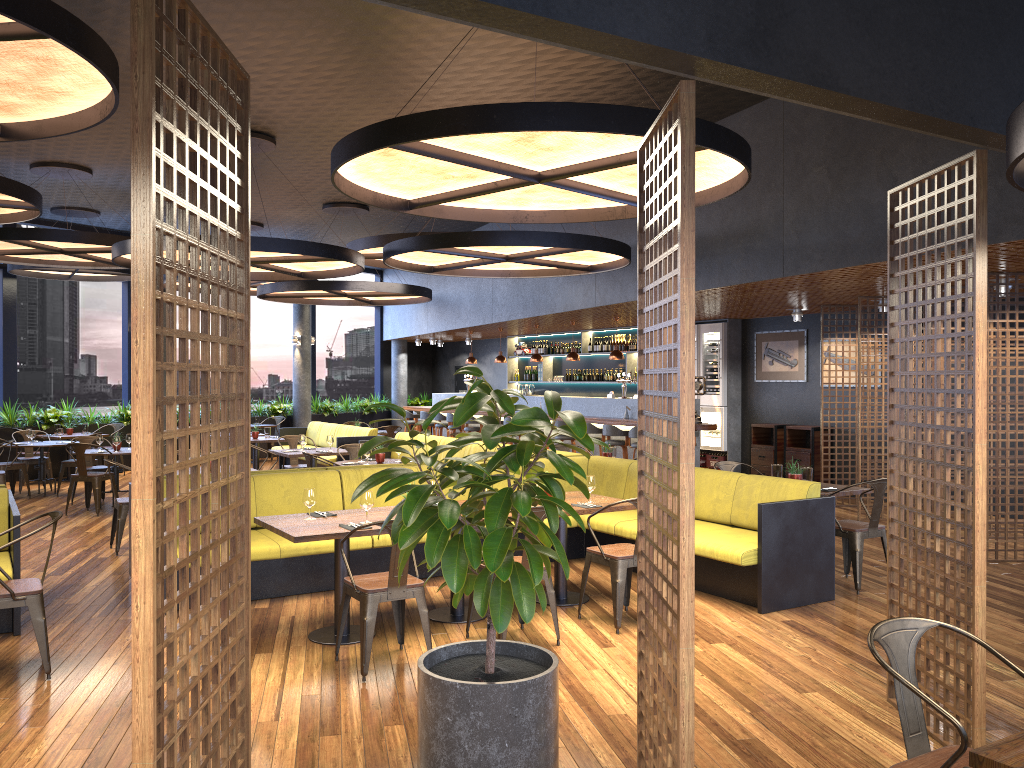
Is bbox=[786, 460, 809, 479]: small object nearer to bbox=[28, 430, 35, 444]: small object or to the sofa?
the sofa

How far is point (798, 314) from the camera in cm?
1265

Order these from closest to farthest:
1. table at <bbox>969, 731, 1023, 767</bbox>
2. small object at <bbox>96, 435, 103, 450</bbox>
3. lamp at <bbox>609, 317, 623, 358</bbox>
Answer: table at <bbox>969, 731, 1023, 767</bbox>, small object at <bbox>96, 435, 103, 450</bbox>, lamp at <bbox>609, 317, 623, 358</bbox>

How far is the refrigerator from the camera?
→ 14.53m

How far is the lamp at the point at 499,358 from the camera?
17.3m

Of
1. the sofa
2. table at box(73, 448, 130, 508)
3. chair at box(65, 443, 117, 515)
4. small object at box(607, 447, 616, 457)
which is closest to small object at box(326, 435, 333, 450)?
the sofa

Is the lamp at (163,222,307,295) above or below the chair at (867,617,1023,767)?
above

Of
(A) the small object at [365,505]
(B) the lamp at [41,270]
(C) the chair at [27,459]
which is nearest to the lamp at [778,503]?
(A) the small object at [365,505]

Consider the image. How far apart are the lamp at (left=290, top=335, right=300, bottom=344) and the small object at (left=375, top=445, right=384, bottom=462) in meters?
10.2 m

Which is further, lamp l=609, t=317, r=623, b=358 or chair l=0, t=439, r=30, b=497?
lamp l=609, t=317, r=623, b=358
